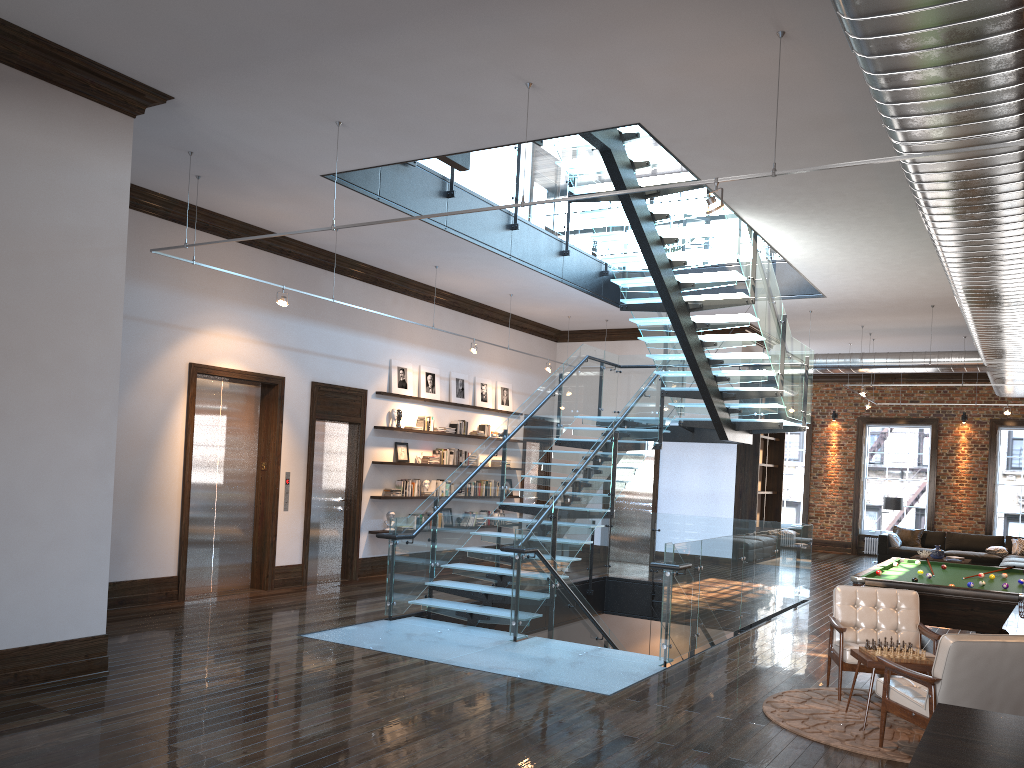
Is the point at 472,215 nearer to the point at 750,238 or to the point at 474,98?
the point at 750,238

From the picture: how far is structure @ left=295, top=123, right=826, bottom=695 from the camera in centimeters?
851cm

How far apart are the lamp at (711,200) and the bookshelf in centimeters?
1048cm

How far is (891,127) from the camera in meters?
4.9

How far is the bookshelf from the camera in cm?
1545

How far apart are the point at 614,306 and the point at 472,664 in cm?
828

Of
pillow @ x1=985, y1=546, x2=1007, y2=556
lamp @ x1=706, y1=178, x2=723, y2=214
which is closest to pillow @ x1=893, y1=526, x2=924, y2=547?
pillow @ x1=985, y1=546, x2=1007, y2=556

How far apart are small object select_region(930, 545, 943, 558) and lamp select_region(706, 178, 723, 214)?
14.0m

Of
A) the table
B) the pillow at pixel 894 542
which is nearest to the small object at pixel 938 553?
the pillow at pixel 894 542

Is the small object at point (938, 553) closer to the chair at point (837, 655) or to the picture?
the picture
